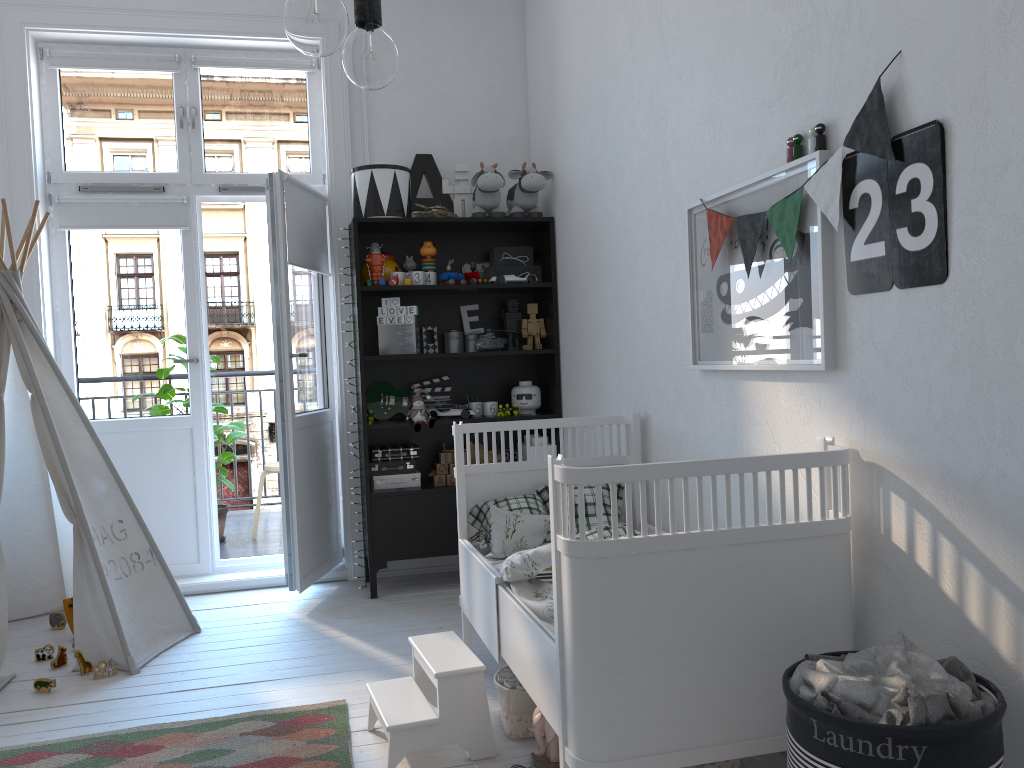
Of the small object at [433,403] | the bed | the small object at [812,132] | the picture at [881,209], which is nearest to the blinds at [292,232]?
the small object at [433,403]

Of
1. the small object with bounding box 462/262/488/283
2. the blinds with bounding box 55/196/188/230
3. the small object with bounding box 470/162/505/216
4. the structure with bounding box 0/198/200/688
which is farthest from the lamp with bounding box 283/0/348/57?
the blinds with bounding box 55/196/188/230

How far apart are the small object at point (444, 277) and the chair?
1.8m

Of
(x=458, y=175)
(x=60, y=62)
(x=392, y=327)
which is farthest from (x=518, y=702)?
(x=60, y=62)

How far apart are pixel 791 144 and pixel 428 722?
1.7m

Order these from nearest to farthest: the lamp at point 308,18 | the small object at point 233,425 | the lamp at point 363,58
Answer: the lamp at point 308,18 → the lamp at point 363,58 → the small object at point 233,425

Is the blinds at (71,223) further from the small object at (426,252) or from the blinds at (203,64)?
the small object at (426,252)

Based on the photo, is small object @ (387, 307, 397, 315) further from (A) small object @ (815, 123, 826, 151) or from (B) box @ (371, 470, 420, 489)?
(A) small object @ (815, 123, 826, 151)

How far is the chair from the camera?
5.16m

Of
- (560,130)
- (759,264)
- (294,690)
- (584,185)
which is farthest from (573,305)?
(294,690)
